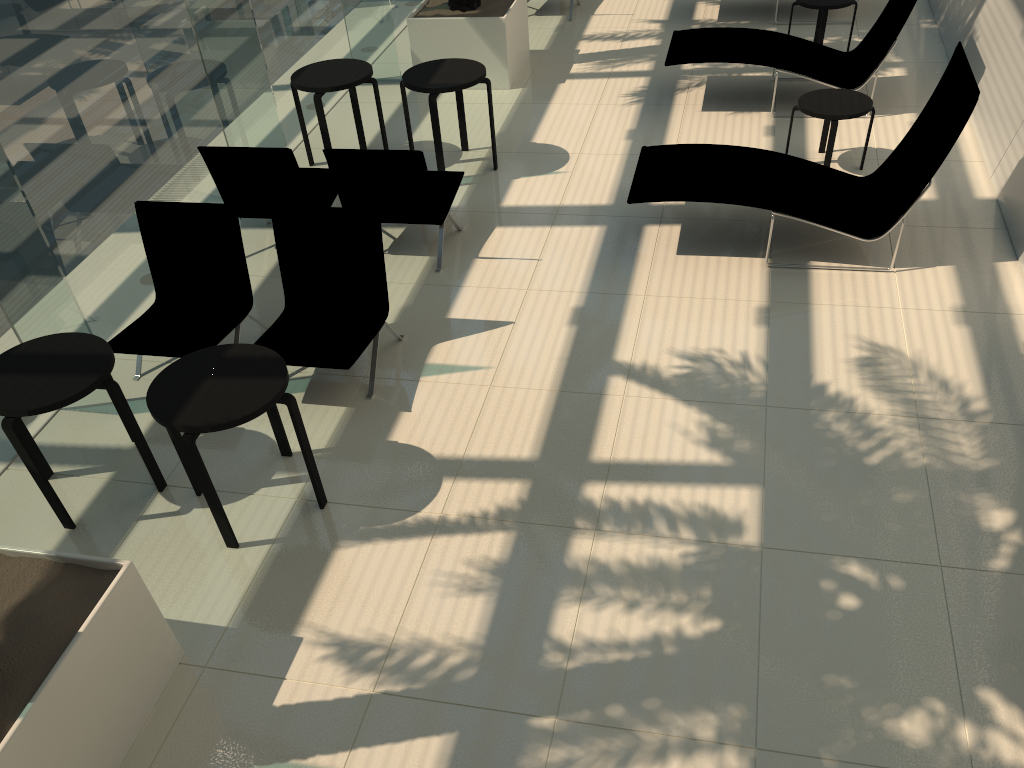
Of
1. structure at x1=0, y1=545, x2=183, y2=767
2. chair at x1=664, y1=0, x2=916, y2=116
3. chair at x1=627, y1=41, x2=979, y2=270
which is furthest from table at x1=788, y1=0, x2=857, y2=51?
structure at x1=0, y1=545, x2=183, y2=767

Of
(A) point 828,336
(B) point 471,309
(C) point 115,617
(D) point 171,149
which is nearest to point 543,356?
(B) point 471,309

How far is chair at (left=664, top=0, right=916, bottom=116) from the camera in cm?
802

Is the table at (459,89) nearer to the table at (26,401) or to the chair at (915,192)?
the chair at (915,192)

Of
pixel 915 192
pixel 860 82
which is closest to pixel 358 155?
pixel 915 192

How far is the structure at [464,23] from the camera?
9.1m

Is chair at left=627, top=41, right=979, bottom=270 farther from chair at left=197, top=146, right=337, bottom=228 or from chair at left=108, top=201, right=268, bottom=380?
chair at left=108, top=201, right=268, bottom=380

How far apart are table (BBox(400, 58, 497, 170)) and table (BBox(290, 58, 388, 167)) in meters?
0.3

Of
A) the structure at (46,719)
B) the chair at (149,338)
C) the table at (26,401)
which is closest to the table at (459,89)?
the chair at (149,338)

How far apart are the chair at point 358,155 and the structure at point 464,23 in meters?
2.8 m
